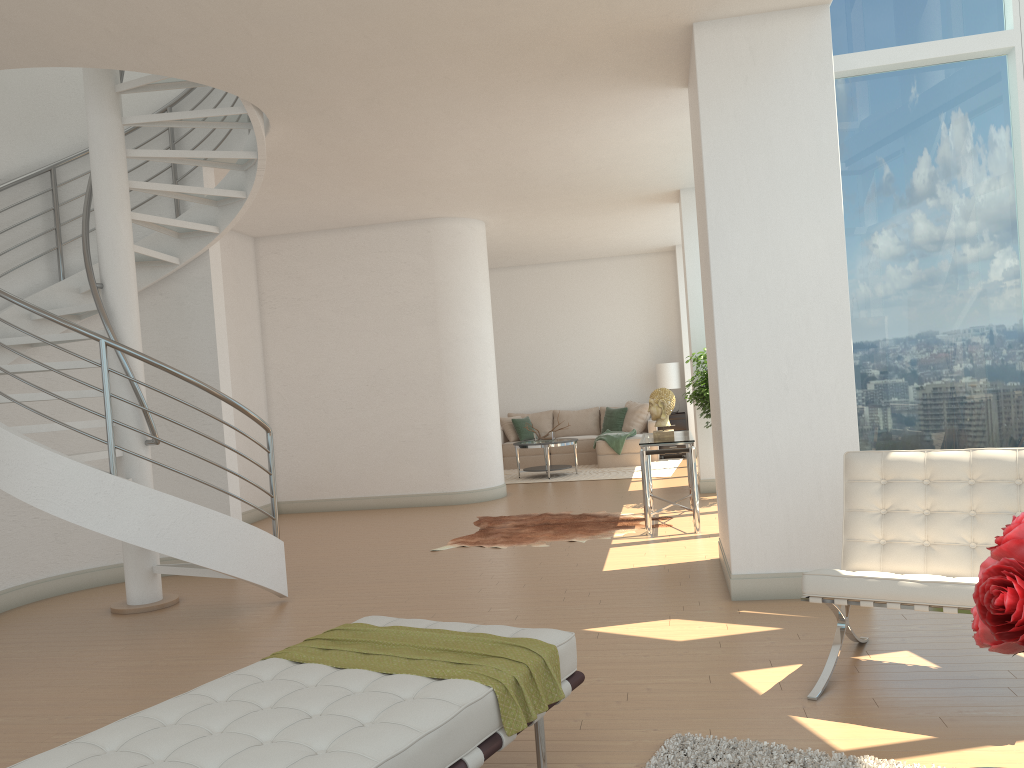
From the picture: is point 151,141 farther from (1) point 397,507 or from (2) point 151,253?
(1) point 397,507

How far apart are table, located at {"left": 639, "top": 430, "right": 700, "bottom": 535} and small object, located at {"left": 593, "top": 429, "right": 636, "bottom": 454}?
4.5 meters

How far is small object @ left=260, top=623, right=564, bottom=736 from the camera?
2.7m

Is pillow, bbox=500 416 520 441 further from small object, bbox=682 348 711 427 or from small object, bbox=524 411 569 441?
small object, bbox=682 348 711 427

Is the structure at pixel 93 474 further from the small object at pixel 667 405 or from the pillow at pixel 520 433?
the pillow at pixel 520 433

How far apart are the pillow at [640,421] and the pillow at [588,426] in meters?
0.6

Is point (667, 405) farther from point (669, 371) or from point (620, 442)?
point (669, 371)

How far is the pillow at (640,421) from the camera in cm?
1400

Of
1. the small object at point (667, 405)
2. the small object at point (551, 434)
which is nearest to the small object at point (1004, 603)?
the small object at point (667, 405)

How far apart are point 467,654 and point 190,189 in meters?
4.9
